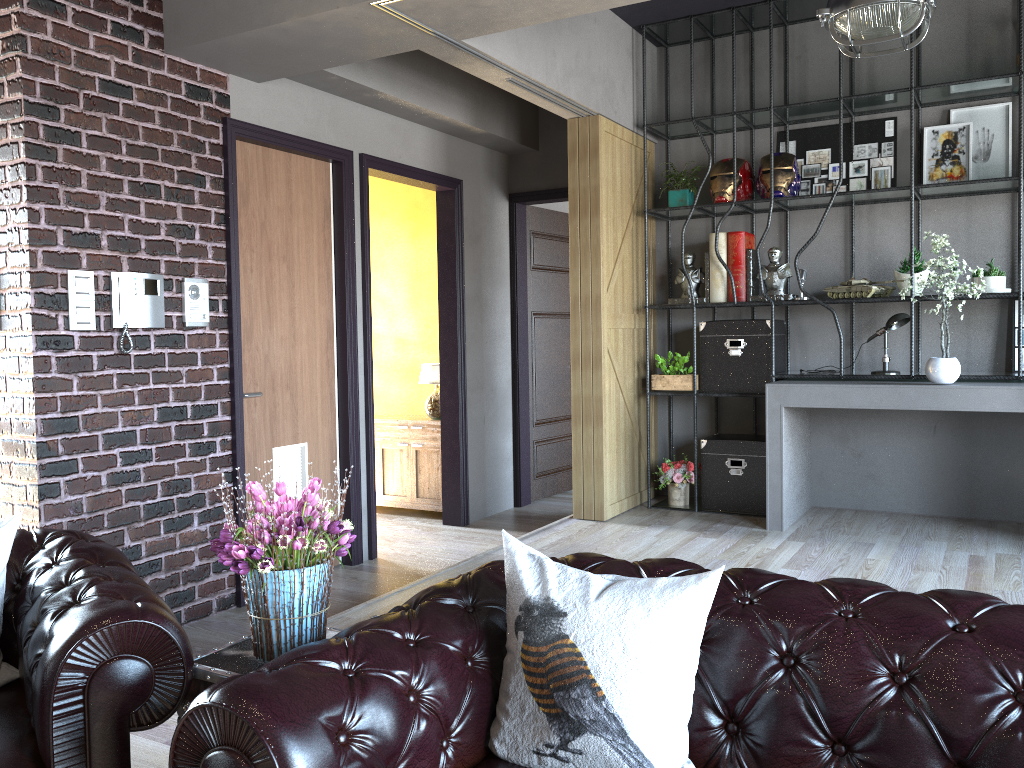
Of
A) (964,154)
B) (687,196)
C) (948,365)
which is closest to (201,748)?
(948,365)

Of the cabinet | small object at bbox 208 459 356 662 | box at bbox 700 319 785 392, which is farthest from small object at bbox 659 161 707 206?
small object at bbox 208 459 356 662

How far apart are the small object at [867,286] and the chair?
4.5m

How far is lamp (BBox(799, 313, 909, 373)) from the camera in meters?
5.3

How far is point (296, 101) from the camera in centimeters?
500cm

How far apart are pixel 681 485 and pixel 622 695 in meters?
4.4 m

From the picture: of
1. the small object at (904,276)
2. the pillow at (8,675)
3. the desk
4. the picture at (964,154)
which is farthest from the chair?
the picture at (964,154)

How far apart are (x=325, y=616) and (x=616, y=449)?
3.8 meters

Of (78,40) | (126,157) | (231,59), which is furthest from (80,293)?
(231,59)

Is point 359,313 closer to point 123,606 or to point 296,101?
point 296,101
